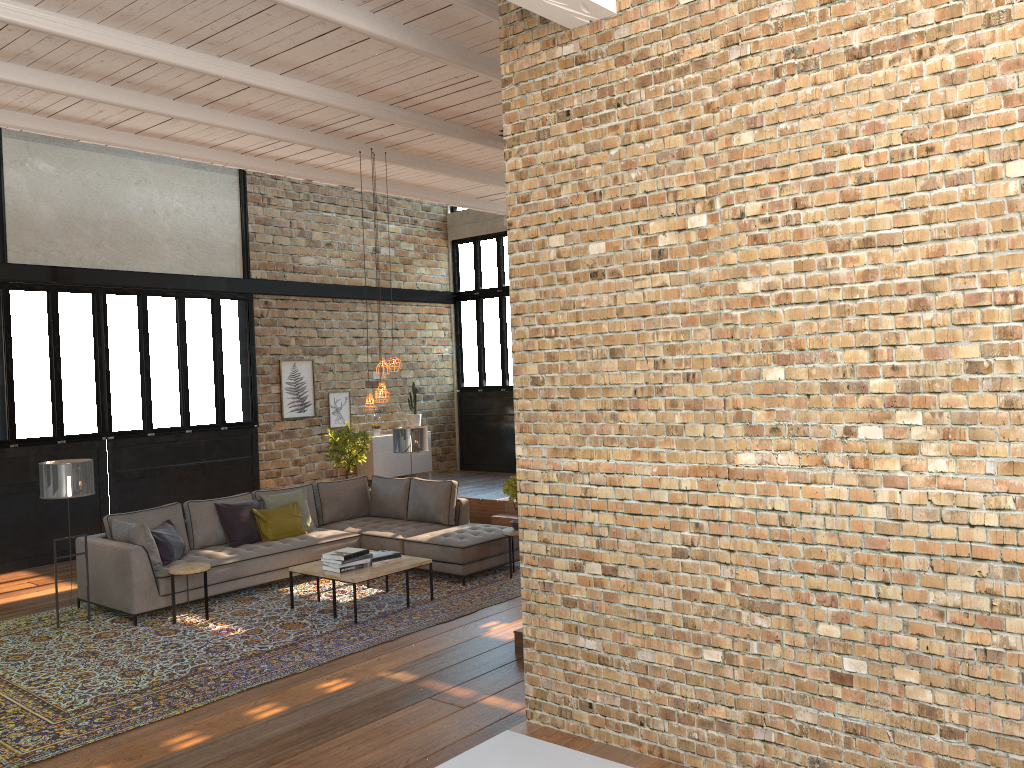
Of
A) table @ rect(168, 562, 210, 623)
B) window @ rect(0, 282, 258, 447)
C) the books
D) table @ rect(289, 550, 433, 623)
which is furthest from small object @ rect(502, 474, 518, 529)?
window @ rect(0, 282, 258, 447)

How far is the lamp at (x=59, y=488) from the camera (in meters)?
7.48

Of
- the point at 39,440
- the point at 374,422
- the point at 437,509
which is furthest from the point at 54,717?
the point at 374,422

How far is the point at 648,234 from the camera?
3.81m

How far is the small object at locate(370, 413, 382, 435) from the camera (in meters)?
14.11

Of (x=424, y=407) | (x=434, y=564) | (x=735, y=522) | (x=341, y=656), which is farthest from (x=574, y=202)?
(x=424, y=407)

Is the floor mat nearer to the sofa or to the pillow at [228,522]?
the sofa

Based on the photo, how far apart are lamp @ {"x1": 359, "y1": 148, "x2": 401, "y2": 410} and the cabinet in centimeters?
535cm

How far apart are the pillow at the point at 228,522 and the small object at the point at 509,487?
2.2 meters

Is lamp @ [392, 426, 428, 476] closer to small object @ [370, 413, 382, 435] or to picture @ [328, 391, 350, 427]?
picture @ [328, 391, 350, 427]
